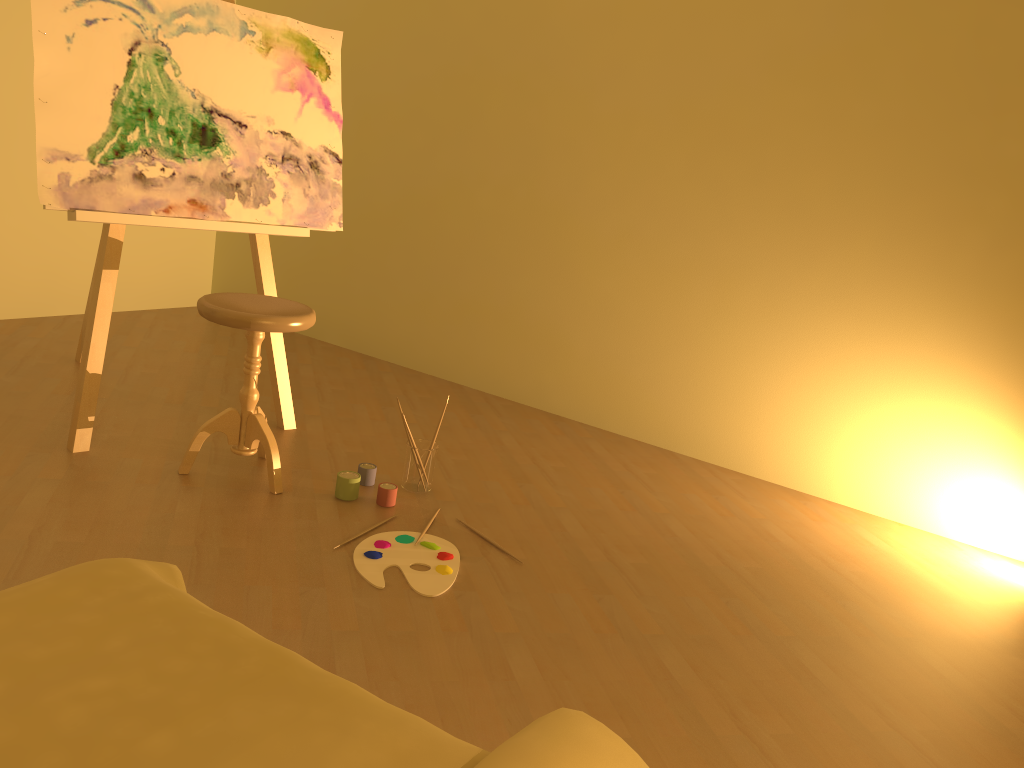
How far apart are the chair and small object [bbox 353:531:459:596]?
0.4m

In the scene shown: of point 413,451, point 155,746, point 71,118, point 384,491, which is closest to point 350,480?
point 384,491

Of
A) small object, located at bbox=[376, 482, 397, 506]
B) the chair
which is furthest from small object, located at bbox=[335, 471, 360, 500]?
the chair

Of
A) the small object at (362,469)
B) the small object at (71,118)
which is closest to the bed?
the small object at (362,469)

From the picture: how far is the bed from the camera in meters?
1.0 m

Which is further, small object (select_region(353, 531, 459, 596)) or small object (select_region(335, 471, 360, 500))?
small object (select_region(335, 471, 360, 500))

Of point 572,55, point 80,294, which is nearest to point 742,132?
point 572,55

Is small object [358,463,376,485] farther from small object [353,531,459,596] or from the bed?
the bed

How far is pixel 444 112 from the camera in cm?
421

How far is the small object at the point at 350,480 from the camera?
2.7 meters
